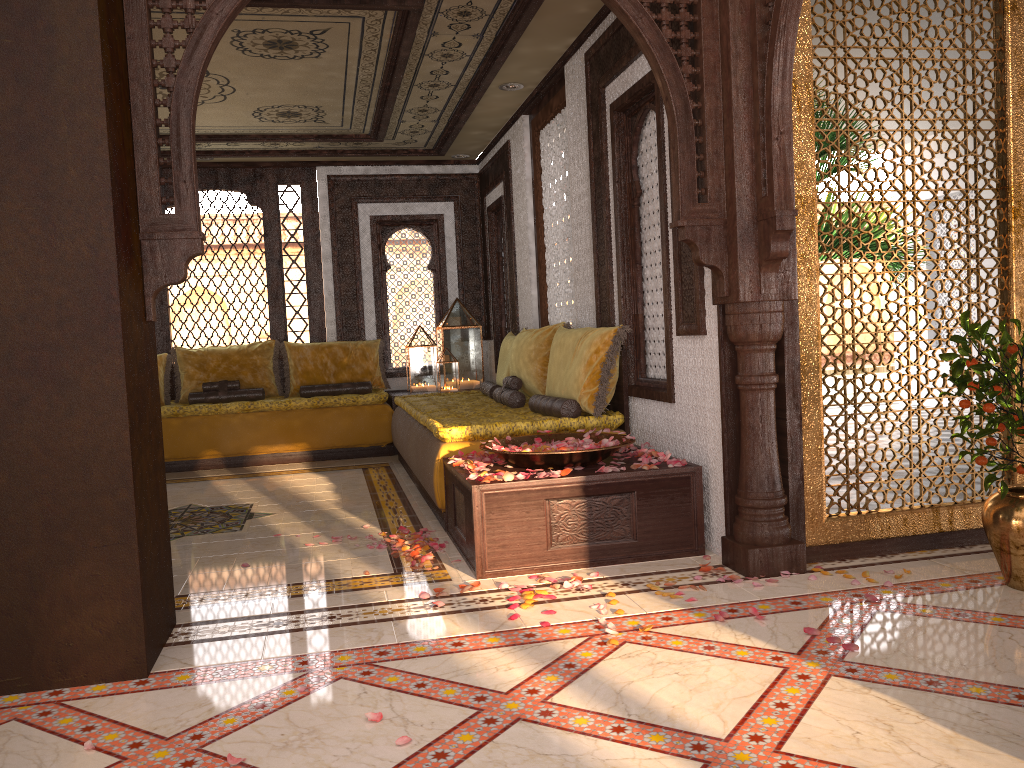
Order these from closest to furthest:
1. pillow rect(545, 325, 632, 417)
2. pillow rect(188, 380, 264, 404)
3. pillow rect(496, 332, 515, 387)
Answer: pillow rect(545, 325, 632, 417), pillow rect(496, 332, 515, 387), pillow rect(188, 380, 264, 404)

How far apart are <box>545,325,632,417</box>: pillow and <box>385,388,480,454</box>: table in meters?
2.8

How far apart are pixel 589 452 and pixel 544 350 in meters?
2.0 m

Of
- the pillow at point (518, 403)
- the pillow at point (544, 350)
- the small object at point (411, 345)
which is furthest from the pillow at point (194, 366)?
the pillow at point (544, 350)

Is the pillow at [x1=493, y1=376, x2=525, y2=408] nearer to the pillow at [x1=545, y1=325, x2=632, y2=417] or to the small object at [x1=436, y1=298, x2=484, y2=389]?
the pillow at [x1=545, y1=325, x2=632, y2=417]

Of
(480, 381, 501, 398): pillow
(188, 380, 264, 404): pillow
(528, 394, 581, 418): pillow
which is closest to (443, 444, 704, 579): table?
(528, 394, 581, 418): pillow

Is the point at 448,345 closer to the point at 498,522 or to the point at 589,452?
the point at 589,452

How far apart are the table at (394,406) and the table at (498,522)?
3.5m

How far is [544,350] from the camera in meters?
5.9 m

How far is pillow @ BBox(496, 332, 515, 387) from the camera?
7.1m
